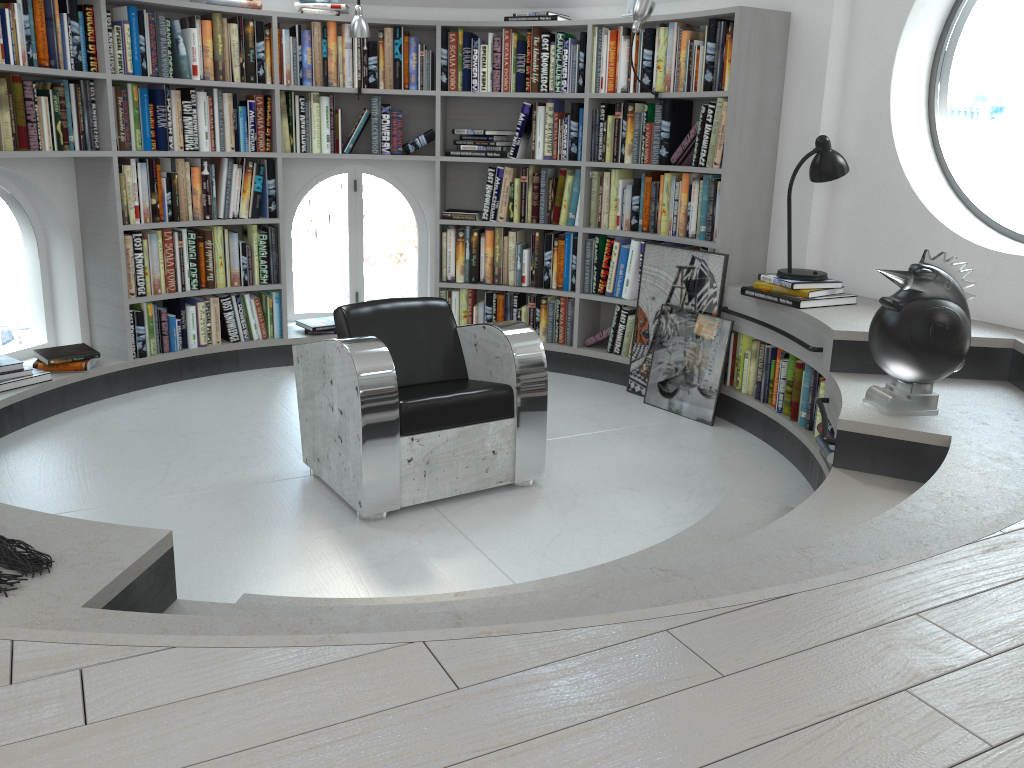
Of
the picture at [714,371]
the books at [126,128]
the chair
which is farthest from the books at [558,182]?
the chair

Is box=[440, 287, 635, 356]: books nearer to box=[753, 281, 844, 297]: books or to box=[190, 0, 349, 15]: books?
box=[753, 281, 844, 297]: books

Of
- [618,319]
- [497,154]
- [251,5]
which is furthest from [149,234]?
[618,319]

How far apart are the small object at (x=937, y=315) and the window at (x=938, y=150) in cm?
115

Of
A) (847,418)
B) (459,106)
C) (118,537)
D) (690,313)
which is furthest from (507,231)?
(118,537)

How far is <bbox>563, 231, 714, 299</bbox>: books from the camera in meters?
5.1

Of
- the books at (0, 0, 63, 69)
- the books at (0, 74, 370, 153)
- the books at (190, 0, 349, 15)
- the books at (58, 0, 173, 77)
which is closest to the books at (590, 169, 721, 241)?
the books at (0, 74, 370, 153)

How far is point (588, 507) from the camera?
3.5m

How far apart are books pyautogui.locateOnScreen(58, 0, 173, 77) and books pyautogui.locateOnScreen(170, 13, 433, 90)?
0.0 meters

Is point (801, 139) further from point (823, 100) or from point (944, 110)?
point (944, 110)
